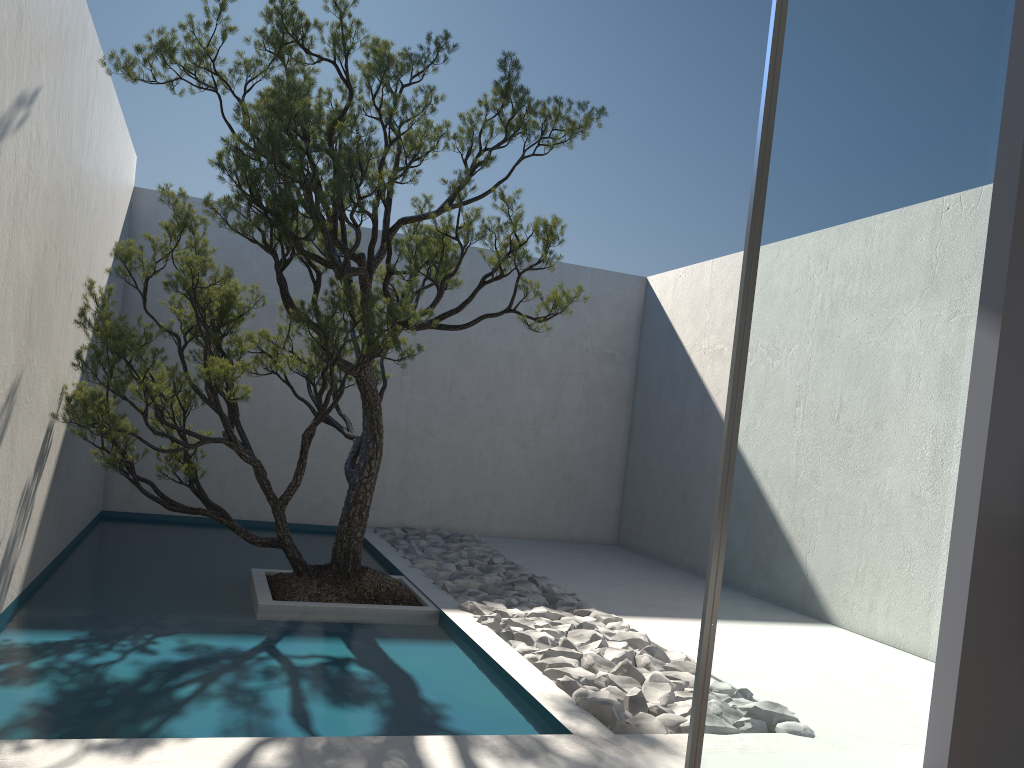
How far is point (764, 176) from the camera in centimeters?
271cm

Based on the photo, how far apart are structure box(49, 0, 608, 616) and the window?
1.80m

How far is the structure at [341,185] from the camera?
4.0m

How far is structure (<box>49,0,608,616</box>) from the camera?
4.0m

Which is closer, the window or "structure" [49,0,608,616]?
the window

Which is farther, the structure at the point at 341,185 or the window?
the structure at the point at 341,185

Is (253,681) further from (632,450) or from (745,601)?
(632,450)

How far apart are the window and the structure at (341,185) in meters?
1.8

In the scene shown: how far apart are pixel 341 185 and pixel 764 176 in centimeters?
205cm
